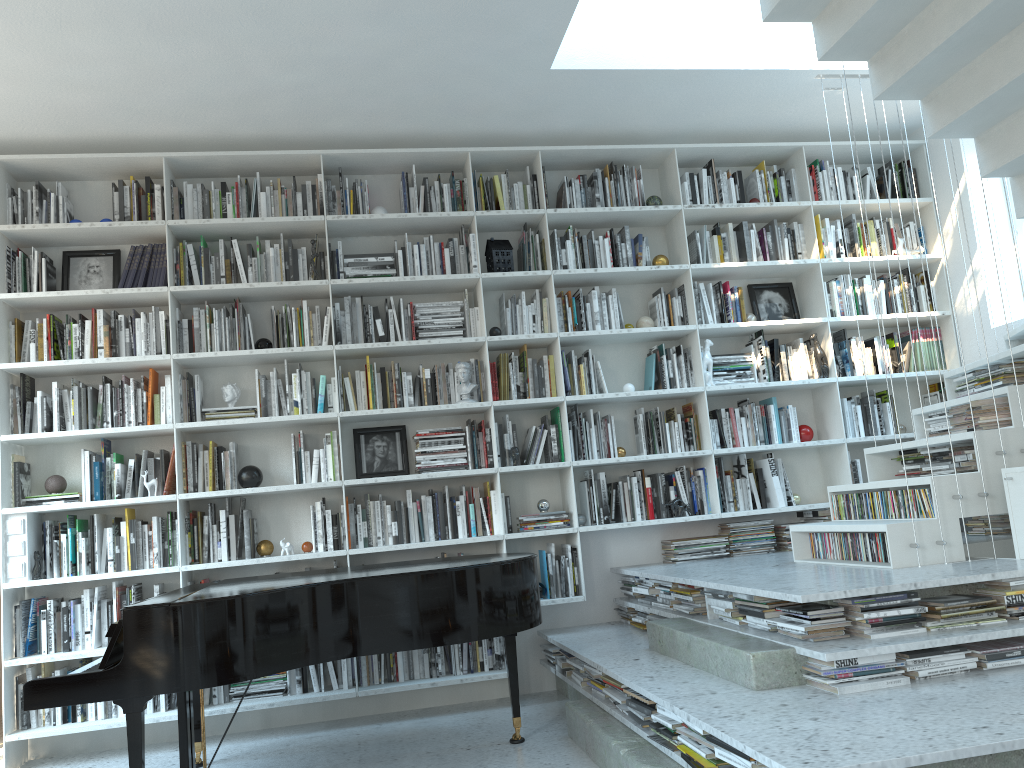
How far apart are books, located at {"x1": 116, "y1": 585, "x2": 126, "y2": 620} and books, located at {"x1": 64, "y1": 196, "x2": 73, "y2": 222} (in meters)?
2.02

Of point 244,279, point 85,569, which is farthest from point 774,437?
point 85,569

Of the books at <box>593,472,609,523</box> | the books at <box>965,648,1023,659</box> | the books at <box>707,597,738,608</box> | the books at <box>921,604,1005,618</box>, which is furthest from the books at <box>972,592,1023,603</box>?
the books at <box>593,472,609,523</box>

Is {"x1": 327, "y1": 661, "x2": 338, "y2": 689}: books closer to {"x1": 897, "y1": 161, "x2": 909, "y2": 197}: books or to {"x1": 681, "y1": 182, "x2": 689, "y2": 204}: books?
{"x1": 681, "y1": 182, "x2": 689, "y2": 204}: books

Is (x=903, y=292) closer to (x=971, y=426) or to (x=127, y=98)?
(x=971, y=426)

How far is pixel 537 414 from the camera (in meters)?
5.27

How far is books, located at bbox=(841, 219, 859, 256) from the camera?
5.51m

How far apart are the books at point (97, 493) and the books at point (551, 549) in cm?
240

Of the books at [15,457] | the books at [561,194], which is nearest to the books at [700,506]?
the books at [561,194]

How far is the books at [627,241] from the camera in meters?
5.3 m
